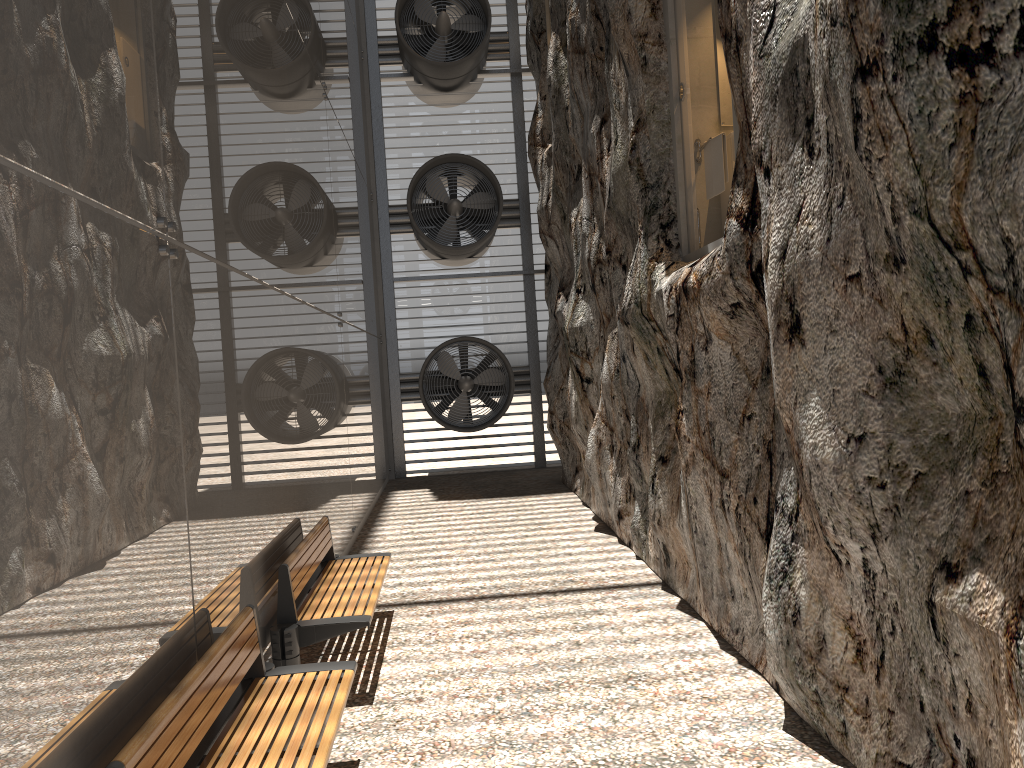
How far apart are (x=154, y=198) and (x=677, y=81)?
4.3m

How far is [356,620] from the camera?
5.2 meters

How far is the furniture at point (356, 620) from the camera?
5.24m

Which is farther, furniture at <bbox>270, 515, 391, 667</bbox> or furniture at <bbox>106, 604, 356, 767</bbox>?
furniture at <bbox>270, 515, 391, 667</bbox>

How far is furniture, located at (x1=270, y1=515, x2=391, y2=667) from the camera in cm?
524

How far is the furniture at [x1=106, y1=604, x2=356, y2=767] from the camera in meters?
3.0

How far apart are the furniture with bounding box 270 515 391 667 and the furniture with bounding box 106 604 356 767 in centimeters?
62cm

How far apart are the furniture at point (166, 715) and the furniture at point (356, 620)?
0.6m

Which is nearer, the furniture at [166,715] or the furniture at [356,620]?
the furniture at [166,715]
